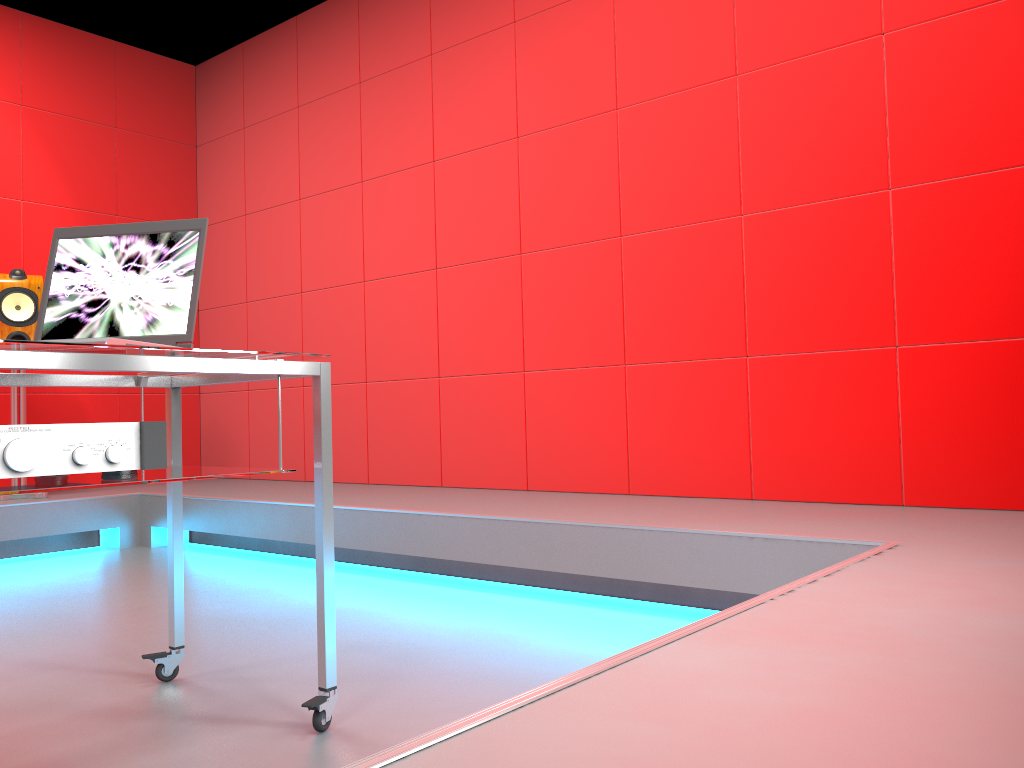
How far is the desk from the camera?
1.3 meters

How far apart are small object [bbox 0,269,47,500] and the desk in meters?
2.5

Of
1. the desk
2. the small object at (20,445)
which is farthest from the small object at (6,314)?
the small object at (20,445)

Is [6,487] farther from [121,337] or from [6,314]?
[6,314]

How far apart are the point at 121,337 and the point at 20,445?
0.5 meters

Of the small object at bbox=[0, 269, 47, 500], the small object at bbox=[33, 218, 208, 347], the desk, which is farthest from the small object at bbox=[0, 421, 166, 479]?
the small object at bbox=[0, 269, 47, 500]

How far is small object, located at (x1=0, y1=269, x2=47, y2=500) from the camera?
4.0m

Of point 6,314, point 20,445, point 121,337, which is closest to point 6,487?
point 20,445

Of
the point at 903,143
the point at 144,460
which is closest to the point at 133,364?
the point at 144,460

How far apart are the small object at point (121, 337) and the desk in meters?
0.0
